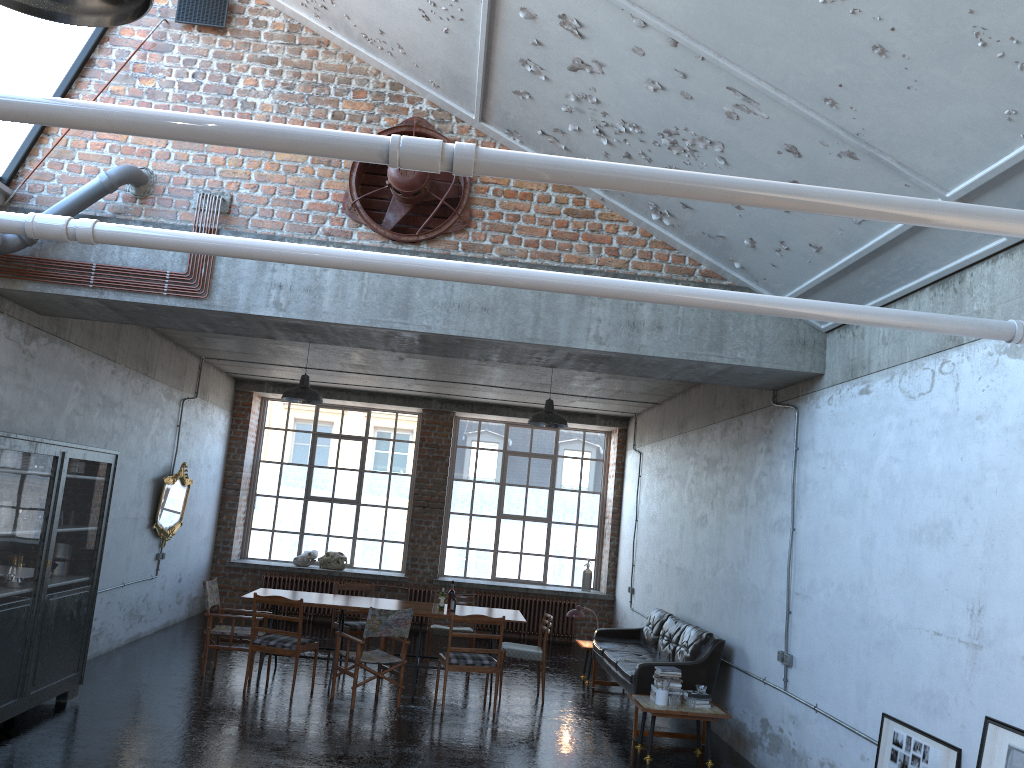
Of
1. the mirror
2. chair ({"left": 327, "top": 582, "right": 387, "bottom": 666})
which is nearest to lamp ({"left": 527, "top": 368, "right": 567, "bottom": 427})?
chair ({"left": 327, "top": 582, "right": 387, "bottom": 666})

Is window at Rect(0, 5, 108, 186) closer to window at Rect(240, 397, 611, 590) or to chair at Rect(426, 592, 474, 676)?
chair at Rect(426, 592, 474, 676)

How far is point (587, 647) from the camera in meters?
11.3 m

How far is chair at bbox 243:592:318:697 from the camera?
9.1m

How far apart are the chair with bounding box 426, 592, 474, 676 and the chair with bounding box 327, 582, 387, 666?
0.85m

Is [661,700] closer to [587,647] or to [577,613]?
[587,647]

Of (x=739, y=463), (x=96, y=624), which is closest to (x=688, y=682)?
(x=739, y=463)

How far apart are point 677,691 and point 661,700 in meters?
0.2

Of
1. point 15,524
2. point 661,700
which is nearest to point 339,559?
point 661,700

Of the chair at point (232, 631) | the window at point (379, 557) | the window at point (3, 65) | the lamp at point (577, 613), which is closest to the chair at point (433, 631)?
the lamp at point (577, 613)
